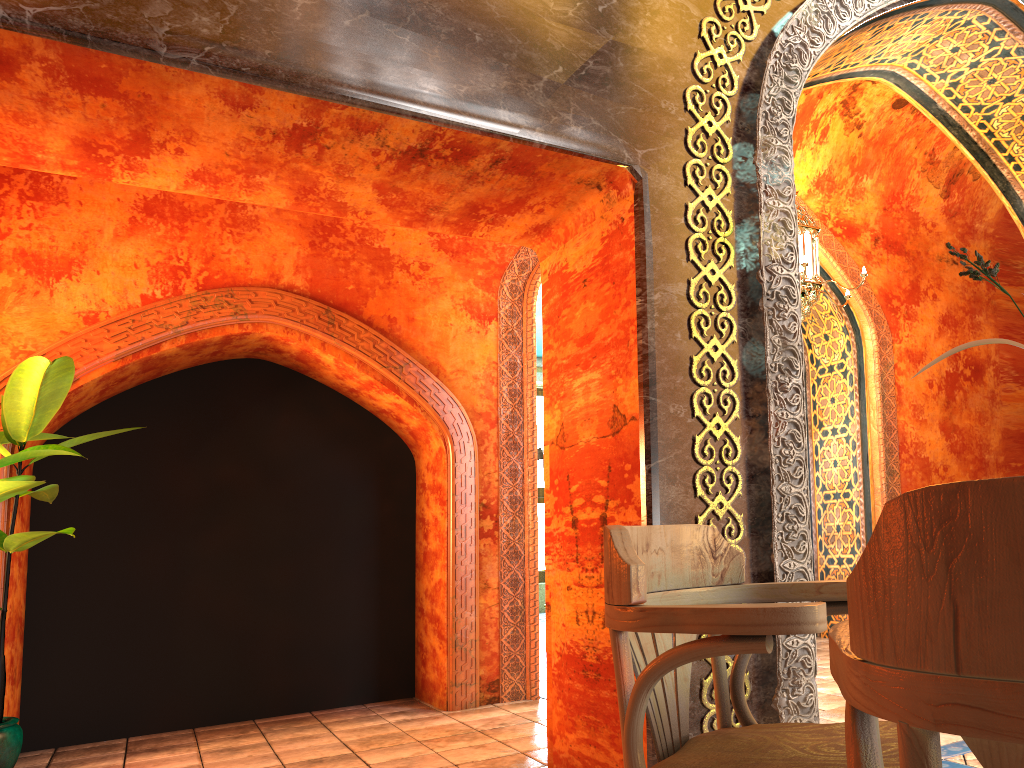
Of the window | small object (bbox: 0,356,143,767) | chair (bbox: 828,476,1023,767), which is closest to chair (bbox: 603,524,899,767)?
chair (bbox: 828,476,1023,767)

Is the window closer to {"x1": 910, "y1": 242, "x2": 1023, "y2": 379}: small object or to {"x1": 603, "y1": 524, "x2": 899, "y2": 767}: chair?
{"x1": 603, "y1": 524, "x2": 899, "y2": 767}: chair

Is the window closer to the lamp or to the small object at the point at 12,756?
the lamp

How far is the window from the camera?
14.94m

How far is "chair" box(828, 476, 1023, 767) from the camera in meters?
0.6

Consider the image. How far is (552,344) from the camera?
4.5 meters

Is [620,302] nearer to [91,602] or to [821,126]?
[91,602]

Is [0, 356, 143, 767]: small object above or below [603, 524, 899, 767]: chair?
above

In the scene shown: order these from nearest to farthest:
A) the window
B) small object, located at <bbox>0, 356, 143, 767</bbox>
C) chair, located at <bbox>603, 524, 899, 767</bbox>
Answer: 1. chair, located at <bbox>603, 524, 899, 767</bbox>
2. small object, located at <bbox>0, 356, 143, 767</bbox>
3. the window

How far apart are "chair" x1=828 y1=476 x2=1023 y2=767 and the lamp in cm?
550
